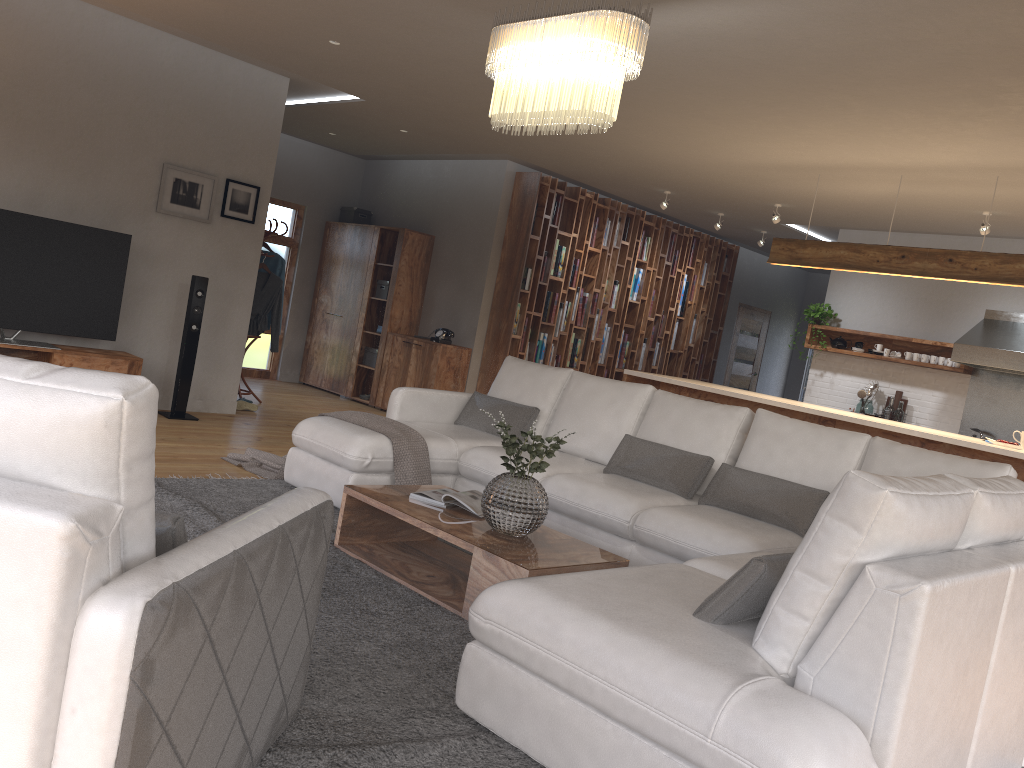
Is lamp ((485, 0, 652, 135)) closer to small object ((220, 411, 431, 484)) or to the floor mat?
small object ((220, 411, 431, 484))

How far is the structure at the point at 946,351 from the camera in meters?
8.6 m

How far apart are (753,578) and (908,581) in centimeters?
42cm

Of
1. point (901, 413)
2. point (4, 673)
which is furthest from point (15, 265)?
point (901, 413)

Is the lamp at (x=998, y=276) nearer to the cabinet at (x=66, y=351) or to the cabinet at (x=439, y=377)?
the cabinet at (x=439, y=377)

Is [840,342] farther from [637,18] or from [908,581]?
[908,581]

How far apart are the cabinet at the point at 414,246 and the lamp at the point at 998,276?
4.0m

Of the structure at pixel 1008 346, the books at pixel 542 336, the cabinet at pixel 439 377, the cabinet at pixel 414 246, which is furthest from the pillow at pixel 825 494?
the structure at pixel 1008 346

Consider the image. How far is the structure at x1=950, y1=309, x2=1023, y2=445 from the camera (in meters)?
7.70

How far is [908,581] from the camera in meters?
2.0
